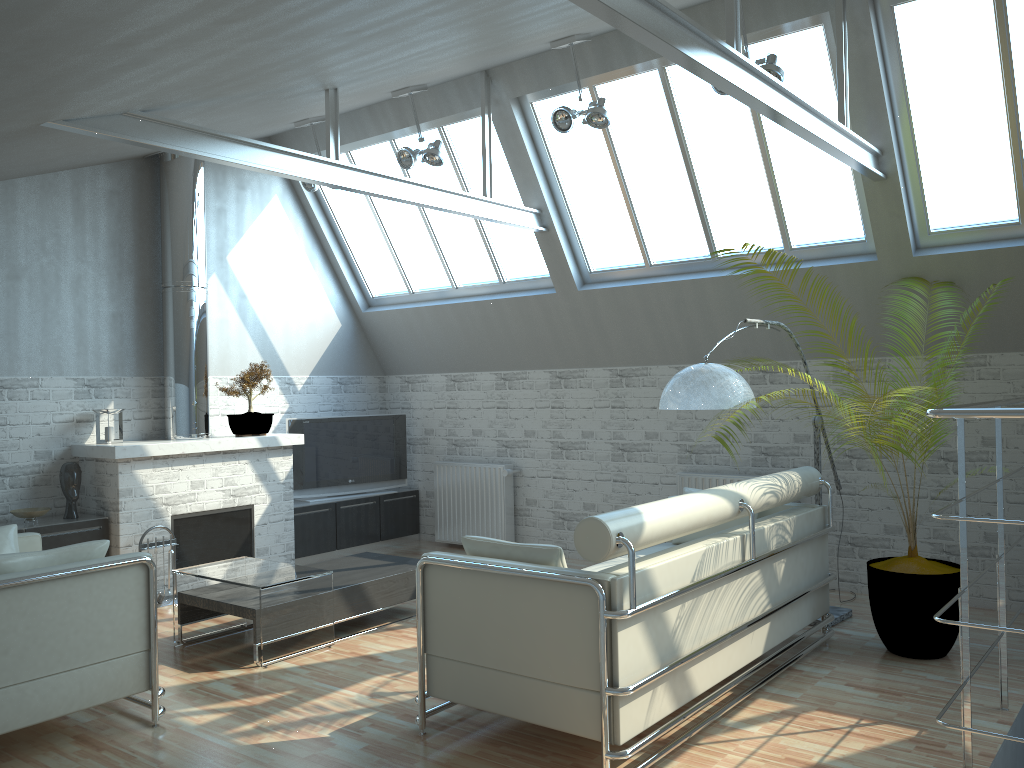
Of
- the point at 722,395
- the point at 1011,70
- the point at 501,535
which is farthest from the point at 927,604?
the point at 501,535

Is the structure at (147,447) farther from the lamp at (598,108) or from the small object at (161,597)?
the lamp at (598,108)

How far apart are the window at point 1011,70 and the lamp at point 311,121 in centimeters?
831cm

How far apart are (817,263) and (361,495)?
9.11m

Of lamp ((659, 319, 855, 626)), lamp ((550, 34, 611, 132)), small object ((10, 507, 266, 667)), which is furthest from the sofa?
small object ((10, 507, 266, 667))

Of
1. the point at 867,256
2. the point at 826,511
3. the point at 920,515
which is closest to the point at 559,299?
the point at 867,256

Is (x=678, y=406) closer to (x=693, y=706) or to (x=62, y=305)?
(x=693, y=706)

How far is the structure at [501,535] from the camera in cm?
1597

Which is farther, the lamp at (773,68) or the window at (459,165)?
the window at (459,165)

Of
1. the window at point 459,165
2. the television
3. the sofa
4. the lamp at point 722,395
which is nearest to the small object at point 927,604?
the sofa
